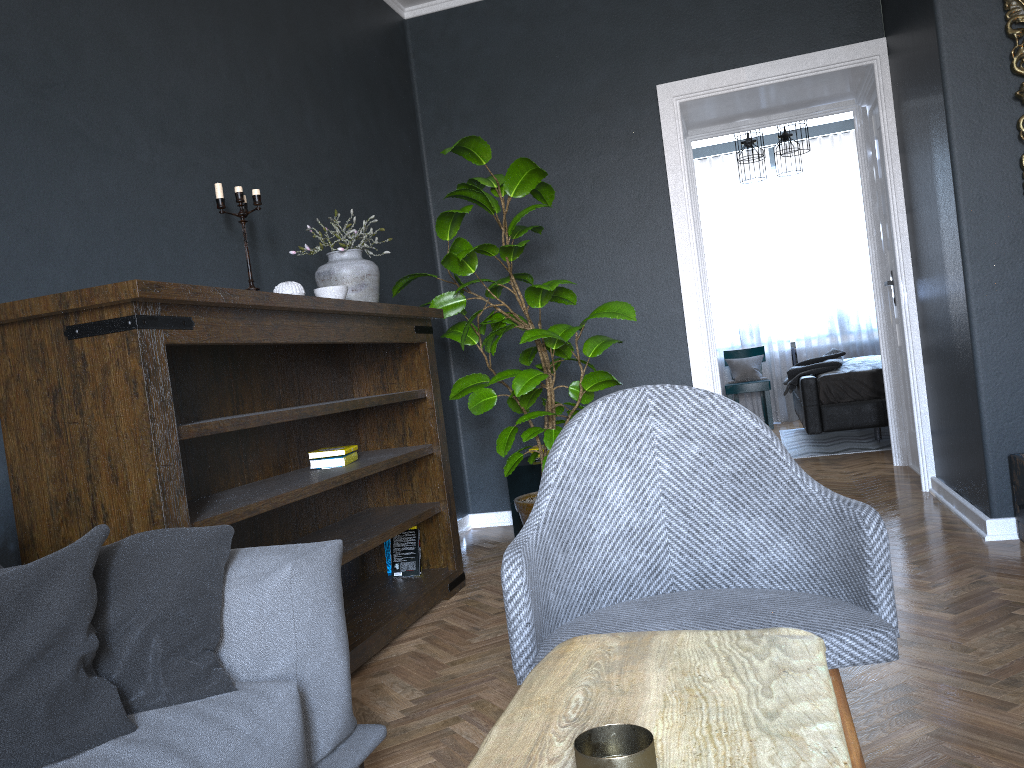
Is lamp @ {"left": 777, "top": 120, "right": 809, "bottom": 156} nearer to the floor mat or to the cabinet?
the floor mat

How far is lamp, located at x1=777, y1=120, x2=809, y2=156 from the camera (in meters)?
6.65

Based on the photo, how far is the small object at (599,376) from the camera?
3.72m

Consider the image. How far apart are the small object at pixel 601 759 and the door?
4.9m

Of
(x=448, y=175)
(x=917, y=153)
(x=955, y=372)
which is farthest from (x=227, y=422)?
(x=917, y=153)

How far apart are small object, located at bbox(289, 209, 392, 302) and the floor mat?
4.1m

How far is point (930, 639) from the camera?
2.4m

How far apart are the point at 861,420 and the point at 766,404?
A: 2.30m

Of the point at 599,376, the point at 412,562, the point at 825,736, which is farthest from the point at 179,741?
the point at 599,376

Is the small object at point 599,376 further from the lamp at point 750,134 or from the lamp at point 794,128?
the lamp at point 750,134
